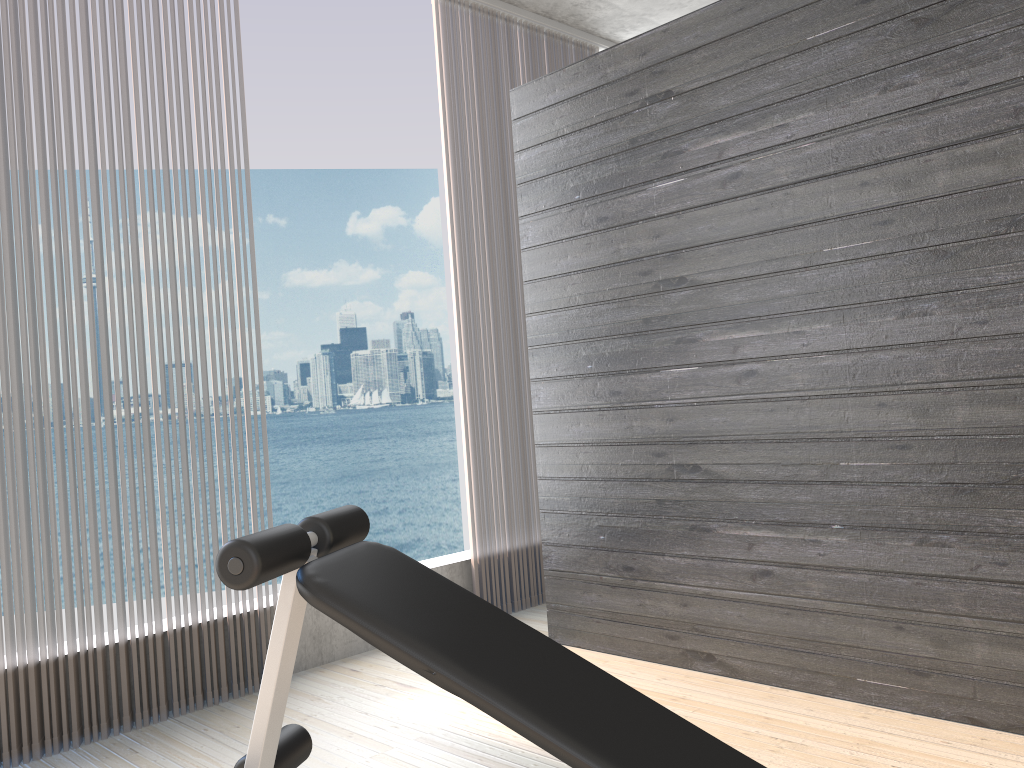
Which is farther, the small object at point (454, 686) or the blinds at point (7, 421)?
the blinds at point (7, 421)

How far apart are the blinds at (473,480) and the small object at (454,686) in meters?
2.0

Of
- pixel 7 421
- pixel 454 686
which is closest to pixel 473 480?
pixel 7 421

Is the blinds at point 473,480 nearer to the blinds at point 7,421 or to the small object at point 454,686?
the blinds at point 7,421

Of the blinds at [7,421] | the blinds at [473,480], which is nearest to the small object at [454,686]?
the blinds at [7,421]

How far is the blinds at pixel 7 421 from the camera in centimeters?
256cm

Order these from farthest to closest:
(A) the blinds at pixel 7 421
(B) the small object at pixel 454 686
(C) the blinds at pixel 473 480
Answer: (C) the blinds at pixel 473 480 < (A) the blinds at pixel 7 421 < (B) the small object at pixel 454 686

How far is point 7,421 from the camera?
2.6 meters

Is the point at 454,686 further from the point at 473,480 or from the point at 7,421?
the point at 473,480

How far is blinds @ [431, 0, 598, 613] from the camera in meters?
3.8
